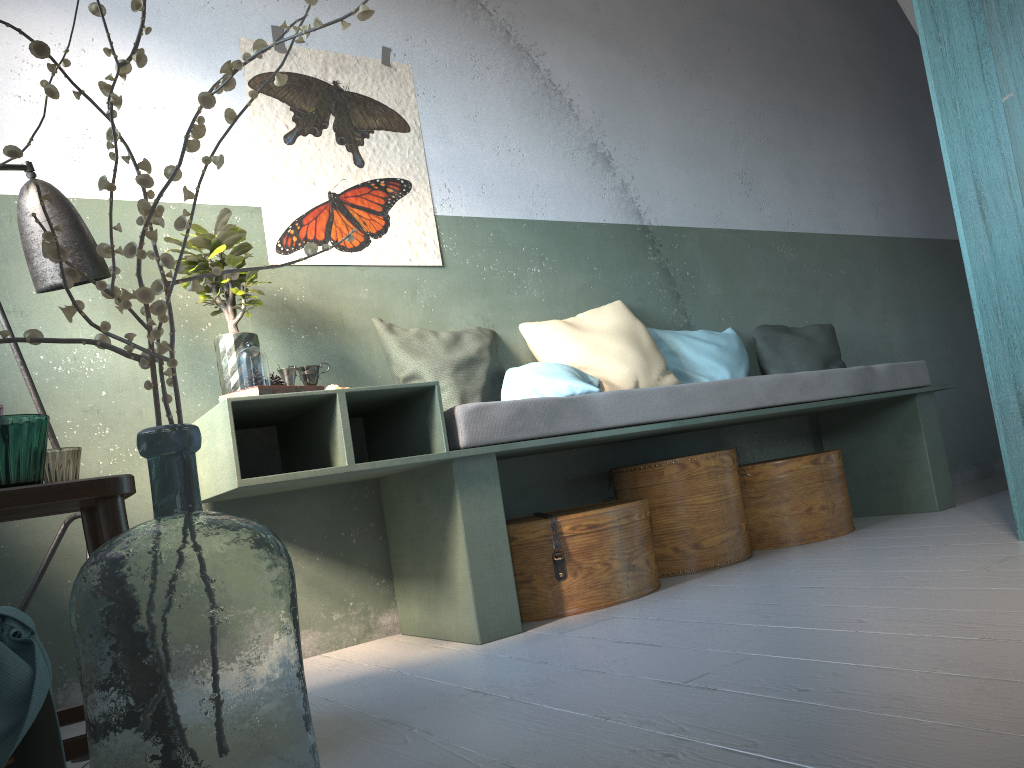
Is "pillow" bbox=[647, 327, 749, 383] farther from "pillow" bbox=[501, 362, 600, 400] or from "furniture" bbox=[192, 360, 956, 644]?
"pillow" bbox=[501, 362, 600, 400]

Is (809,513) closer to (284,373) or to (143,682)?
(284,373)

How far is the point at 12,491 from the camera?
1.9m

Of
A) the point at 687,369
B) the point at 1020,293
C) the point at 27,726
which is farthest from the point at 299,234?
the point at 27,726

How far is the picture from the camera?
3.9m

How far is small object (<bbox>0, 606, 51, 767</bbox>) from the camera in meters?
1.2 m

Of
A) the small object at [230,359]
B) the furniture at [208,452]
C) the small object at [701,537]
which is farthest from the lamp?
the small object at [701,537]

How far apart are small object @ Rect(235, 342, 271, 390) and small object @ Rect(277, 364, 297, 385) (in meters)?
0.35

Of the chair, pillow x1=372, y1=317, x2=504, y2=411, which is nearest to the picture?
pillow x1=372, y1=317, x2=504, y2=411

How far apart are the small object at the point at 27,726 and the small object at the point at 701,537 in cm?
296
